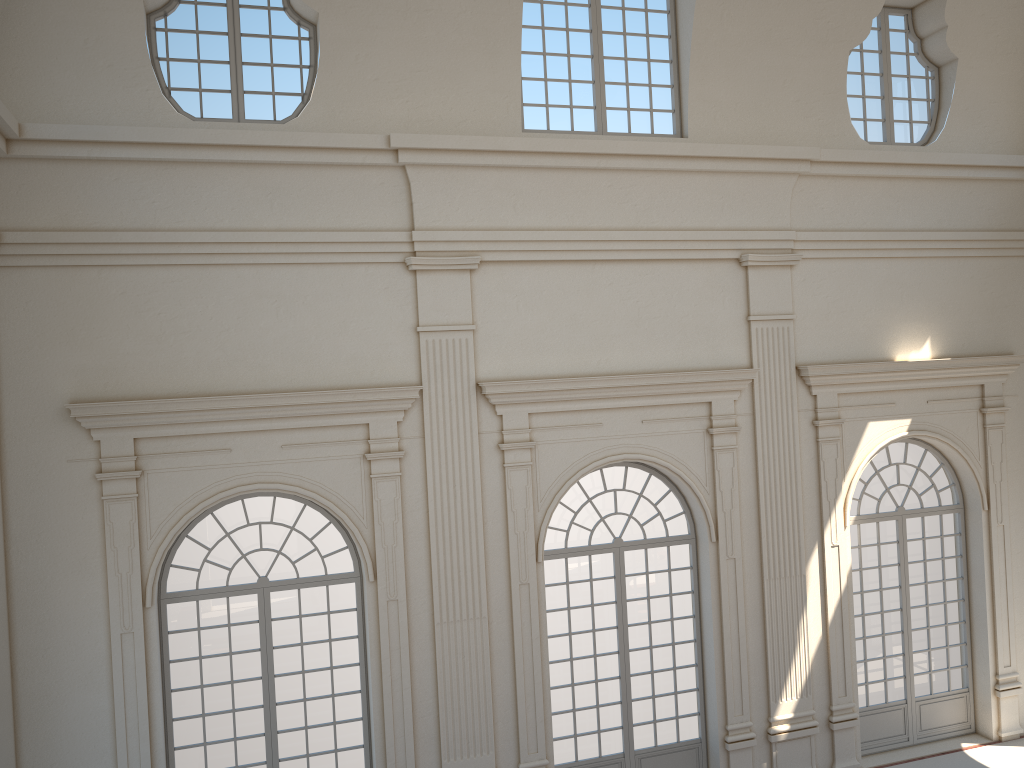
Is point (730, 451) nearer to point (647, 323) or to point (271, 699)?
point (647, 323)
